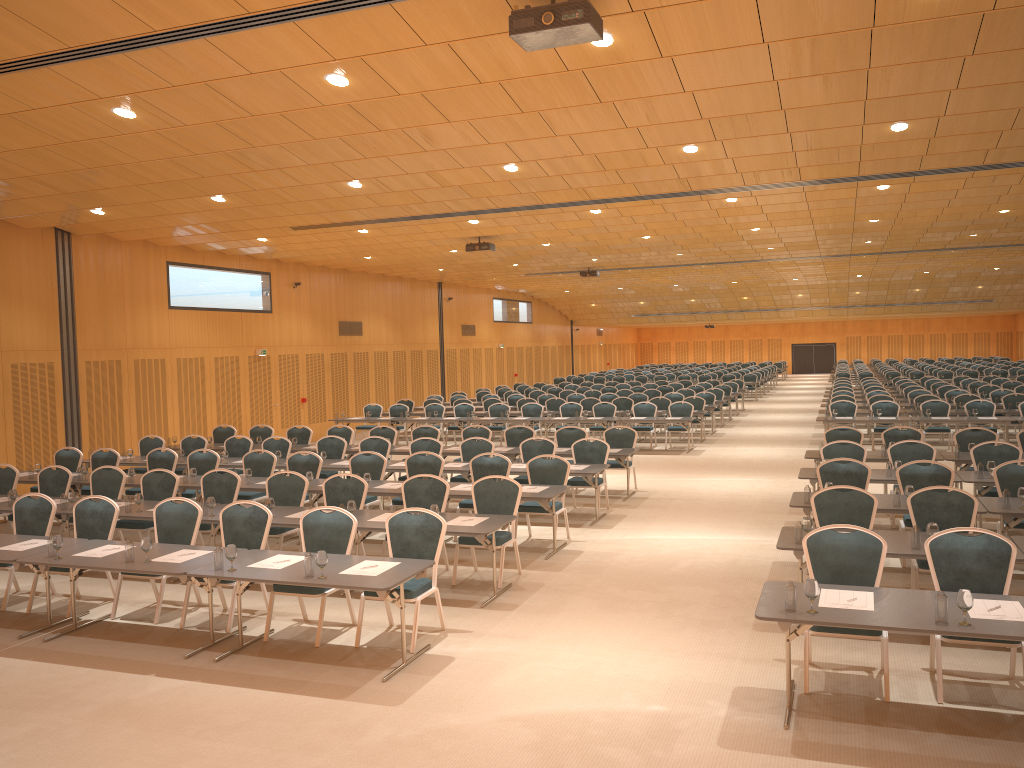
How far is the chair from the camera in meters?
6.8 m

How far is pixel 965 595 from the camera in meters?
A: 5.4

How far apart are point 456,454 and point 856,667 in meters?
→ 9.3 m

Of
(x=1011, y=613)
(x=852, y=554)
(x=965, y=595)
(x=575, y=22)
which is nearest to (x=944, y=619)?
(x=965, y=595)

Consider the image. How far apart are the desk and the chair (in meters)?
0.22

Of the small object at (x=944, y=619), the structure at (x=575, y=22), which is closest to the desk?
the small object at (x=944, y=619)

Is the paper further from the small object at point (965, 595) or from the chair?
the chair

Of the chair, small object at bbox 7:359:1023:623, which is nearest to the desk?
small object at bbox 7:359:1023:623

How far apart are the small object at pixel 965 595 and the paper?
0.2 meters

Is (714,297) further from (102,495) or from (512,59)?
(512,59)
